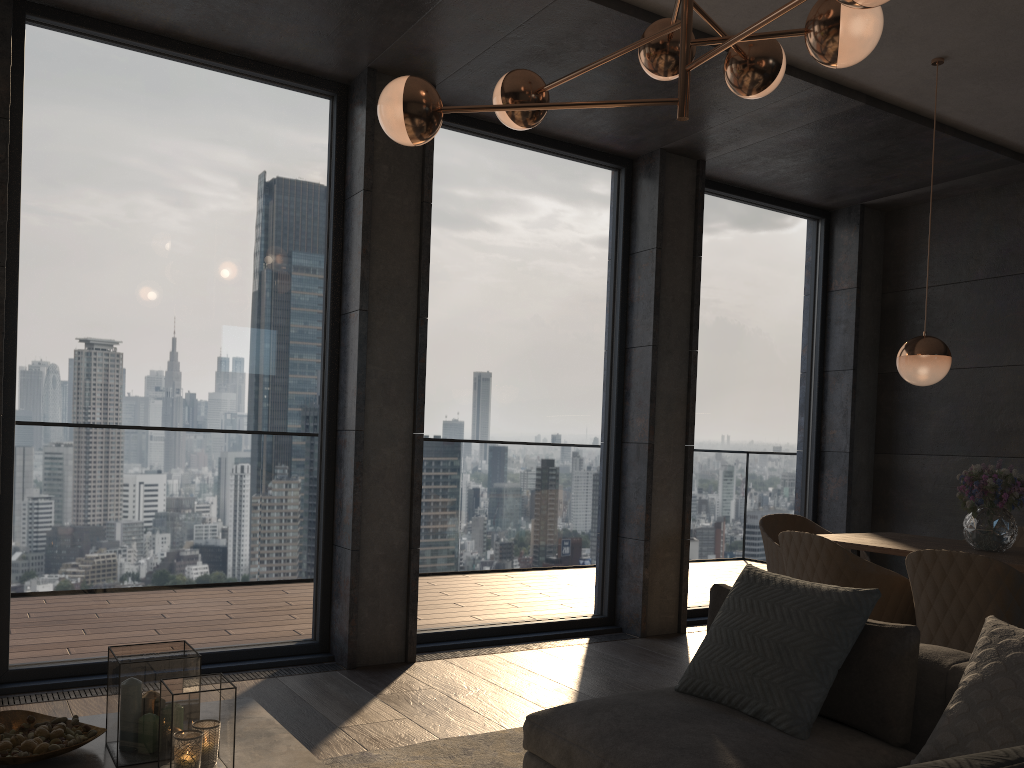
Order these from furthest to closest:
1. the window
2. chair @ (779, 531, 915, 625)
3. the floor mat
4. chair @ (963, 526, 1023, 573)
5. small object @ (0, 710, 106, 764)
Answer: chair @ (963, 526, 1023, 573) < the window < chair @ (779, 531, 915, 625) < the floor mat < small object @ (0, 710, 106, 764)

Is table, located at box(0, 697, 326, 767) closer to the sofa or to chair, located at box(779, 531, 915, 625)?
the sofa

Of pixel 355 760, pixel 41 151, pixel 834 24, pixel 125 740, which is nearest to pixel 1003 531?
pixel 834 24

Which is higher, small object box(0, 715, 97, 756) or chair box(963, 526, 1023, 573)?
chair box(963, 526, 1023, 573)

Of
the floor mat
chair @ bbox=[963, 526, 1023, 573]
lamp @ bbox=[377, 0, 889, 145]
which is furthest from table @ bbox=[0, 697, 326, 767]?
chair @ bbox=[963, 526, 1023, 573]

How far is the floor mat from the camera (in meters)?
3.03

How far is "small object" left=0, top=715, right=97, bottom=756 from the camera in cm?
209

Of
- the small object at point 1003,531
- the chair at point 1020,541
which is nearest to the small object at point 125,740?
the small object at point 1003,531

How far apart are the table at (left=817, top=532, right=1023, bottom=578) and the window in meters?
1.6 m

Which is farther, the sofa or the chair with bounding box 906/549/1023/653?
the chair with bounding box 906/549/1023/653
